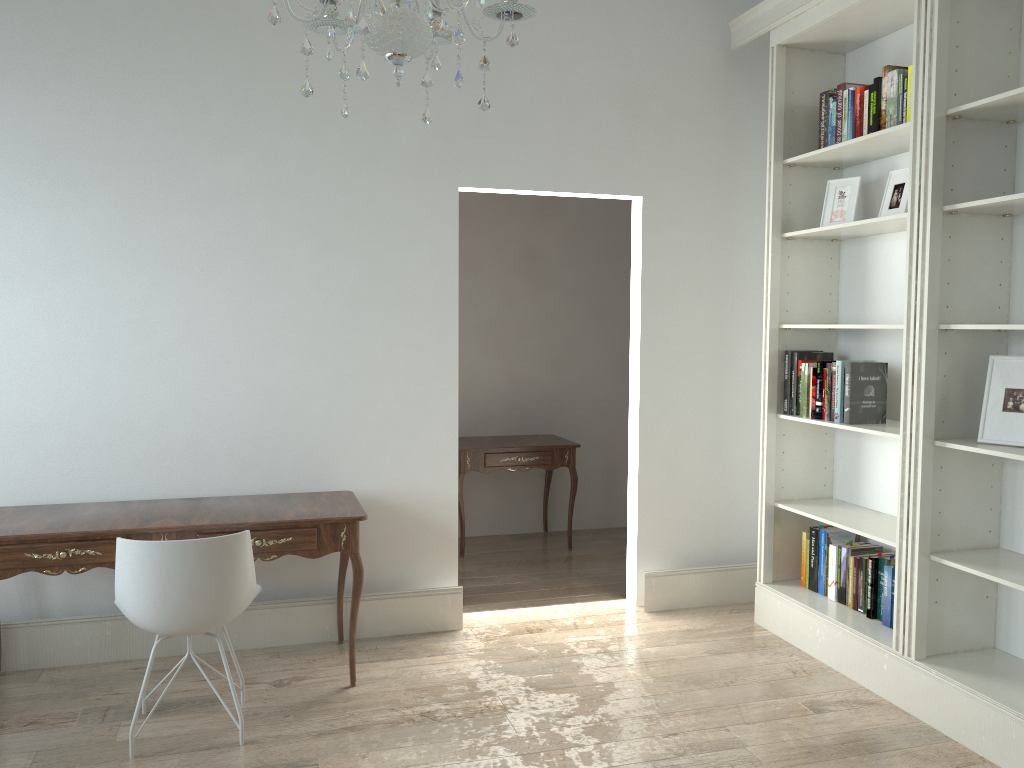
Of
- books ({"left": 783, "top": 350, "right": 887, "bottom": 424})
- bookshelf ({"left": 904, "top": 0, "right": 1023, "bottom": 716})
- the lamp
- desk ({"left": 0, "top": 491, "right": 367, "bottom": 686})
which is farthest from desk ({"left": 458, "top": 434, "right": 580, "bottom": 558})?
the lamp

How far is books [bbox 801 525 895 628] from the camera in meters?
3.6 m

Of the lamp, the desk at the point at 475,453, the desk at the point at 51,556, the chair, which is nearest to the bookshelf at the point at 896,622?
the desk at the point at 475,453

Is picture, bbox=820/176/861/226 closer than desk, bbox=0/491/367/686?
No

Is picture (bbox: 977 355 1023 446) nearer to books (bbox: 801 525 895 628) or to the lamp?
books (bbox: 801 525 895 628)

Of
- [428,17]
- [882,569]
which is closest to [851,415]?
[882,569]

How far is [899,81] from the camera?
3.44m

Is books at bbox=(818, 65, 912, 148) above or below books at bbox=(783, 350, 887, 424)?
above

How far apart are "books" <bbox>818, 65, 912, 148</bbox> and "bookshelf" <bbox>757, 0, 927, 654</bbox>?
0.1m

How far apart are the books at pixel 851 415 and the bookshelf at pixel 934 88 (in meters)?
0.48
